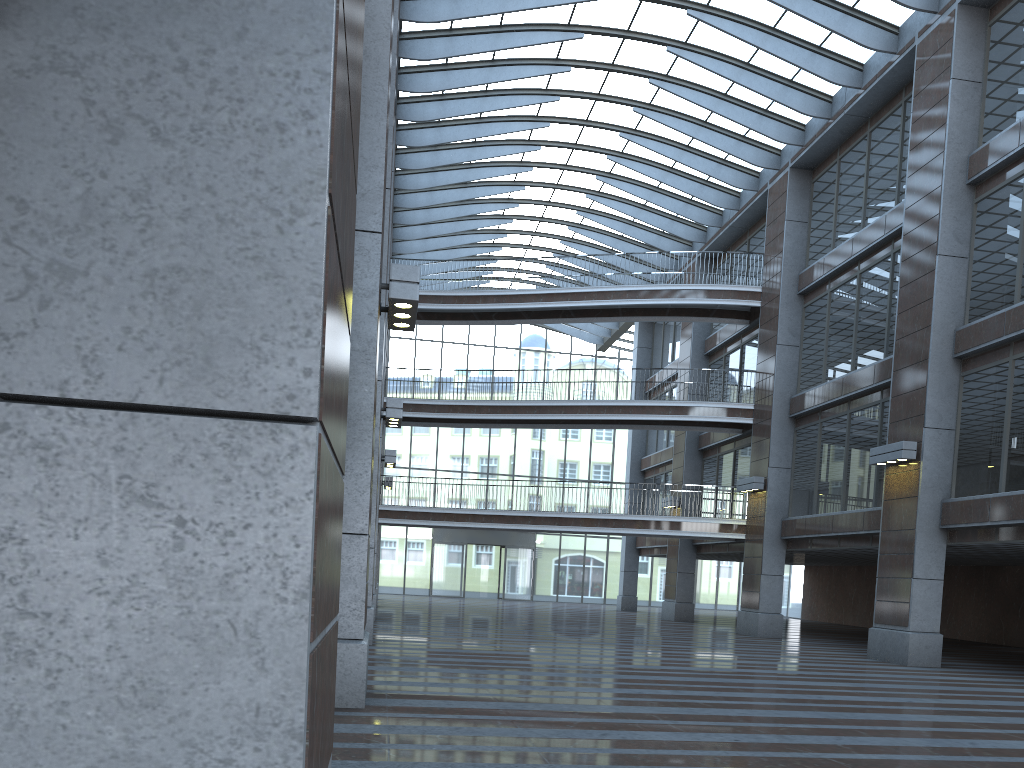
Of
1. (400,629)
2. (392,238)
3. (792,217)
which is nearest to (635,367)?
(392,238)
